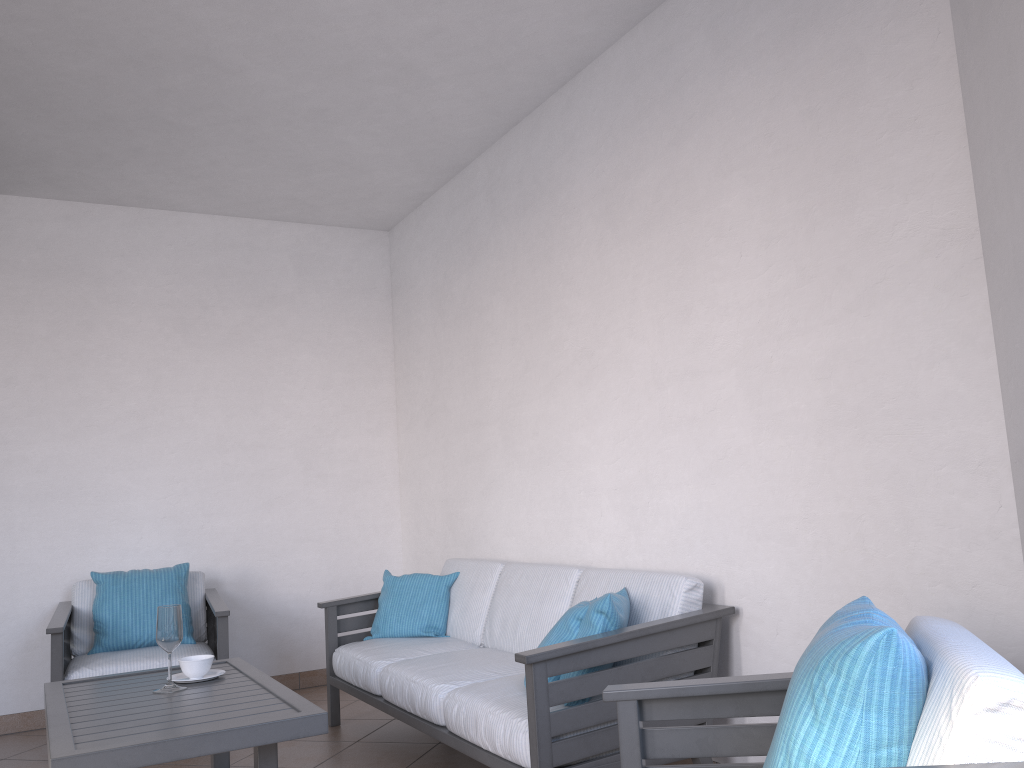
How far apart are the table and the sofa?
0.6m

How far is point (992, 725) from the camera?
1.2 meters

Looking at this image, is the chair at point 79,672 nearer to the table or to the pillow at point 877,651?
the table

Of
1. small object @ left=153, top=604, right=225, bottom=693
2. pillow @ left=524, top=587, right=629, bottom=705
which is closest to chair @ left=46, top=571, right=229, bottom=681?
small object @ left=153, top=604, right=225, bottom=693

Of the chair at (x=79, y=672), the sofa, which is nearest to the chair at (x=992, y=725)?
the sofa

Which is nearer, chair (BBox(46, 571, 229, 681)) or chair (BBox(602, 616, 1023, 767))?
chair (BBox(602, 616, 1023, 767))

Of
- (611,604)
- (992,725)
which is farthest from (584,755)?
(992,725)

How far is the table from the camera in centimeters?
233cm

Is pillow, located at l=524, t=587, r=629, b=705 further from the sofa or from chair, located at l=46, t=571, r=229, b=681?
chair, located at l=46, t=571, r=229, b=681

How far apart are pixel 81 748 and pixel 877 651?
2.0m
